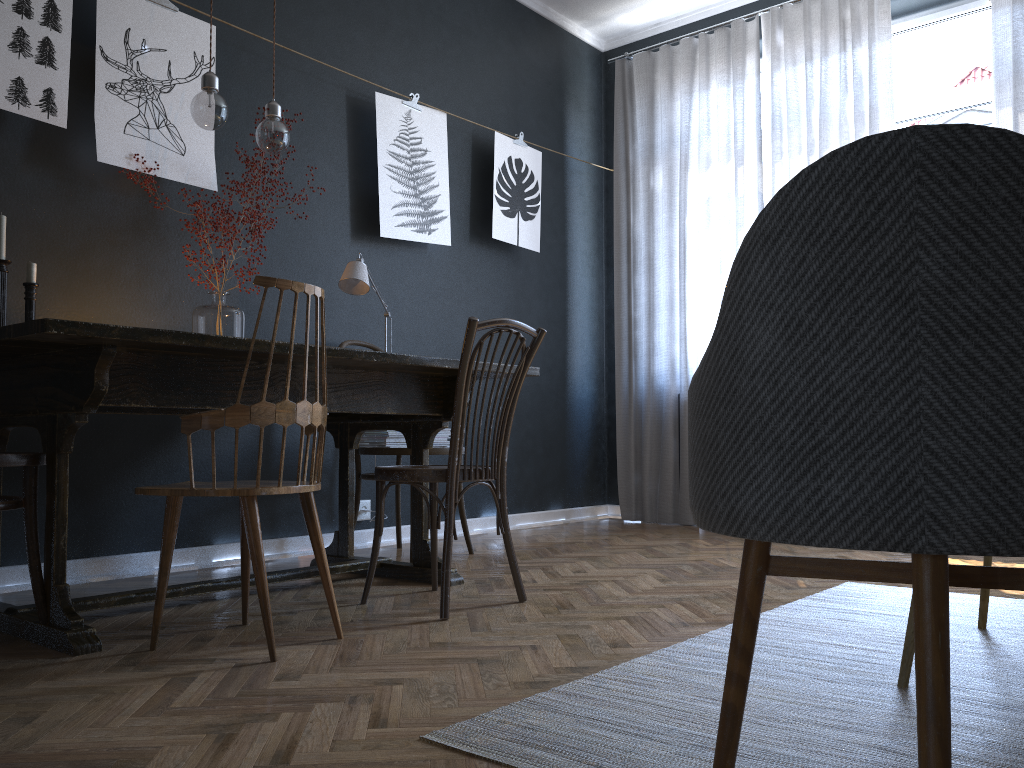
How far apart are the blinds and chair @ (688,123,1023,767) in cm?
354

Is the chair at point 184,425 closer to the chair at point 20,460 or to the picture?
the chair at point 20,460

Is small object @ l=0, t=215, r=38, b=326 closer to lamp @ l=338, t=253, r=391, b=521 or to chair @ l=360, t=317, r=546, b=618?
lamp @ l=338, t=253, r=391, b=521

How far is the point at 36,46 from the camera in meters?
2.9

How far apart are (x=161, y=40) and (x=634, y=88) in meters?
3.0

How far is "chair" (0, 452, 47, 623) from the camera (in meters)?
2.05

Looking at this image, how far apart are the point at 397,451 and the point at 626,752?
2.2m

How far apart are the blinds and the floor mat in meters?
2.1

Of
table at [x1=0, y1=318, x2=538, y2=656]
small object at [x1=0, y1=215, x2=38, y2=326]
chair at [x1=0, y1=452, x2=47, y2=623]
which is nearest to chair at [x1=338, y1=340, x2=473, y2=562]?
table at [x1=0, y1=318, x2=538, y2=656]

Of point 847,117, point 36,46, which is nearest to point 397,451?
point 36,46
